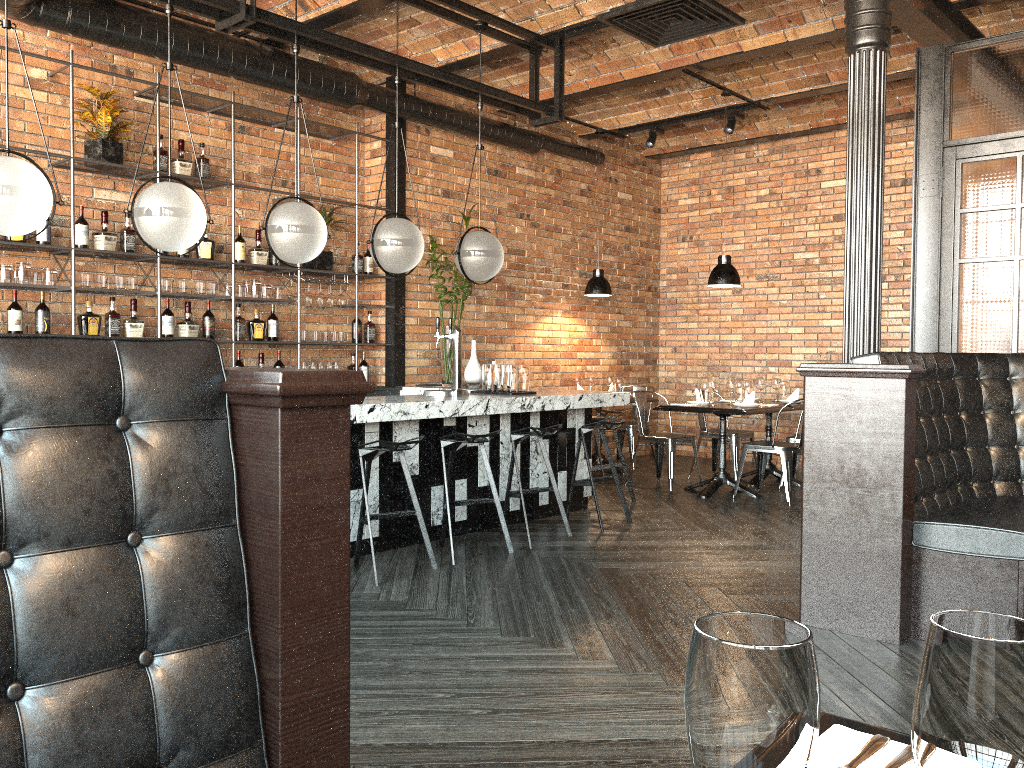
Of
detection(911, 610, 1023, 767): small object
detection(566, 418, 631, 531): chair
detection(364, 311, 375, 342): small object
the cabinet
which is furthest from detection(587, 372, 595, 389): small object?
detection(911, 610, 1023, 767): small object

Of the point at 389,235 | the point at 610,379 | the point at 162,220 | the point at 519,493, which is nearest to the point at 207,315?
the point at 389,235

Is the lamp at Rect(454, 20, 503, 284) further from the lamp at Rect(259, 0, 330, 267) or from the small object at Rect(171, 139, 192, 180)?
the small object at Rect(171, 139, 192, 180)

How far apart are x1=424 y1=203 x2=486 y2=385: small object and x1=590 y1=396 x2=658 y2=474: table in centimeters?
208cm

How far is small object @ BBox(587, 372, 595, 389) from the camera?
9.0 meters

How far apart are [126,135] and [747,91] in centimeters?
522cm

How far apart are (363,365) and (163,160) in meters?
2.3

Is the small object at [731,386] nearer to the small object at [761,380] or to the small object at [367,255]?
the small object at [761,380]

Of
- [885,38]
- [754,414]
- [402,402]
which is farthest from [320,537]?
[754,414]

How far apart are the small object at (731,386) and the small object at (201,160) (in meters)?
4.53
